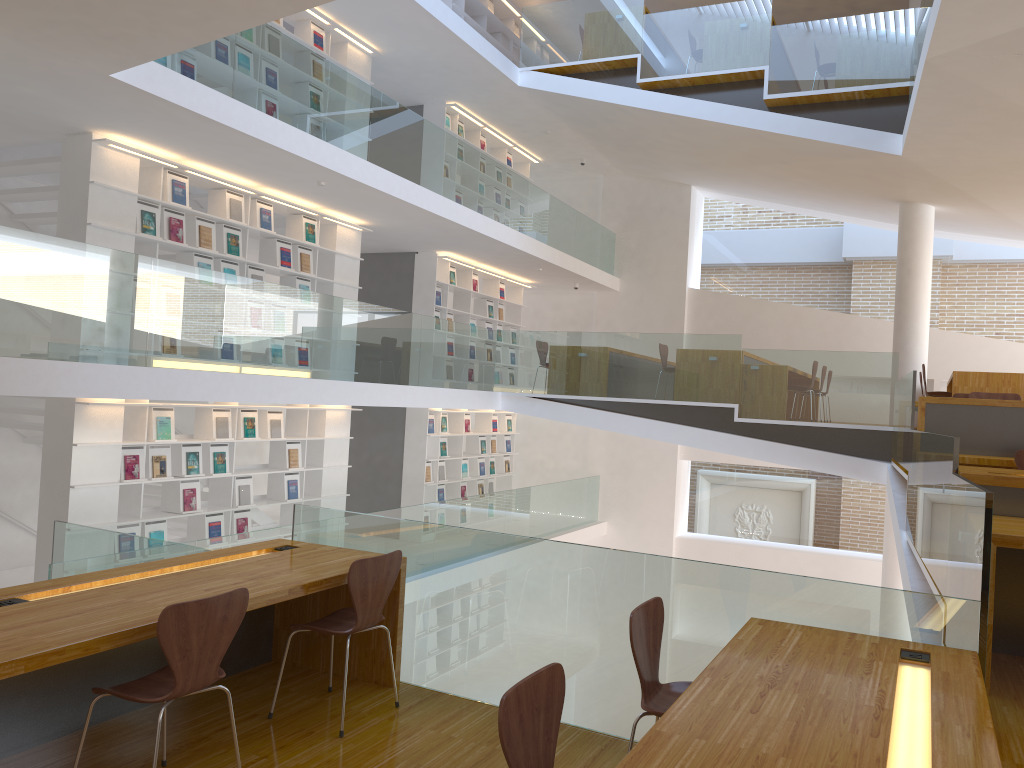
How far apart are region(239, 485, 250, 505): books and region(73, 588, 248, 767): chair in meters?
5.7

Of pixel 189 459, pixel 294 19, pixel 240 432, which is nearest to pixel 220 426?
pixel 240 432

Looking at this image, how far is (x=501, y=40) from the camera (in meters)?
13.47

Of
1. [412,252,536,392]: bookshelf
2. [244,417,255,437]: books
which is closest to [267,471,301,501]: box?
[244,417,255,437]: books

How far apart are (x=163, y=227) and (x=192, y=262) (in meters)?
0.44

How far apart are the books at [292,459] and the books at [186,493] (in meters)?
1.38

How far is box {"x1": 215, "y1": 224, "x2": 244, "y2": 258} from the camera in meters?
8.3

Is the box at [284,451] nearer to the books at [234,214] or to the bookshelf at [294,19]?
the books at [234,214]

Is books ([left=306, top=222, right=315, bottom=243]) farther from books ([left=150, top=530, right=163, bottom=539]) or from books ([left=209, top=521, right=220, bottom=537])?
books ([left=150, top=530, right=163, bottom=539])

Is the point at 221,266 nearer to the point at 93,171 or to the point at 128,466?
the point at 93,171
